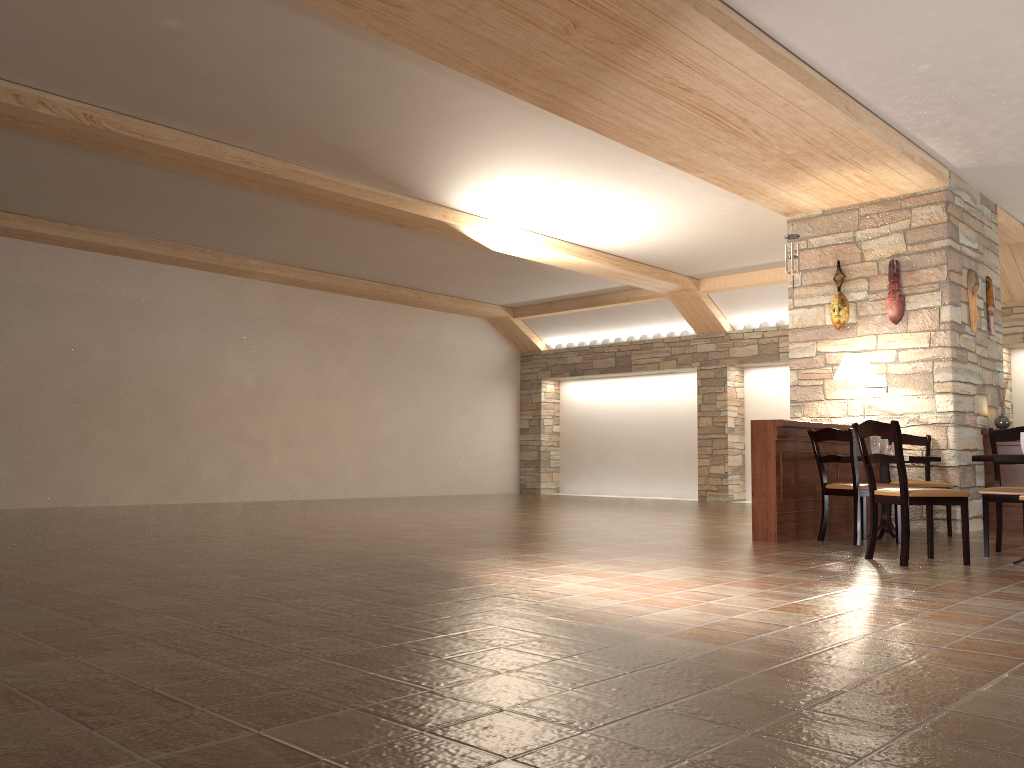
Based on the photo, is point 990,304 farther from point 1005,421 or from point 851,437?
point 851,437

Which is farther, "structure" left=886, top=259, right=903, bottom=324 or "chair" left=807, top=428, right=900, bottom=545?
"structure" left=886, top=259, right=903, bottom=324

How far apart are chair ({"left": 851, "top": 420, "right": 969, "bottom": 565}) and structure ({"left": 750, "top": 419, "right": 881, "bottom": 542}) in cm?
103

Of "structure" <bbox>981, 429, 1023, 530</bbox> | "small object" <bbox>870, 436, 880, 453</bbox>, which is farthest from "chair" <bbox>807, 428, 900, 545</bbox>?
"structure" <bbox>981, 429, 1023, 530</bbox>

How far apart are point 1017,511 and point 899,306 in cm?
212

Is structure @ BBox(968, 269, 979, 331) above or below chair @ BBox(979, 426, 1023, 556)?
above

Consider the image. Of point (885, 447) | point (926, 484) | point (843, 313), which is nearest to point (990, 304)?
point (843, 313)

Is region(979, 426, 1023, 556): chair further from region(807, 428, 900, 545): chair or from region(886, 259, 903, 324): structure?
region(886, 259, 903, 324): structure

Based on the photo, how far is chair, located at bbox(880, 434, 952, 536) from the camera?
7.27m

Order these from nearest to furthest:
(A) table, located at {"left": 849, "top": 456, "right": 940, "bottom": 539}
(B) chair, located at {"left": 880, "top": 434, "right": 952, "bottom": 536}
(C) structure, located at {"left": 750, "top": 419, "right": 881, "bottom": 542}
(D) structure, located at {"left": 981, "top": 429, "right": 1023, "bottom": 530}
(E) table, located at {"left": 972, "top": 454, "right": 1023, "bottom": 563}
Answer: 1. (E) table, located at {"left": 972, "top": 454, "right": 1023, "bottom": 563}
2. (C) structure, located at {"left": 750, "top": 419, "right": 881, "bottom": 542}
3. (A) table, located at {"left": 849, "top": 456, "right": 940, "bottom": 539}
4. (B) chair, located at {"left": 880, "top": 434, "right": 952, "bottom": 536}
5. (D) structure, located at {"left": 981, "top": 429, "right": 1023, "bottom": 530}
